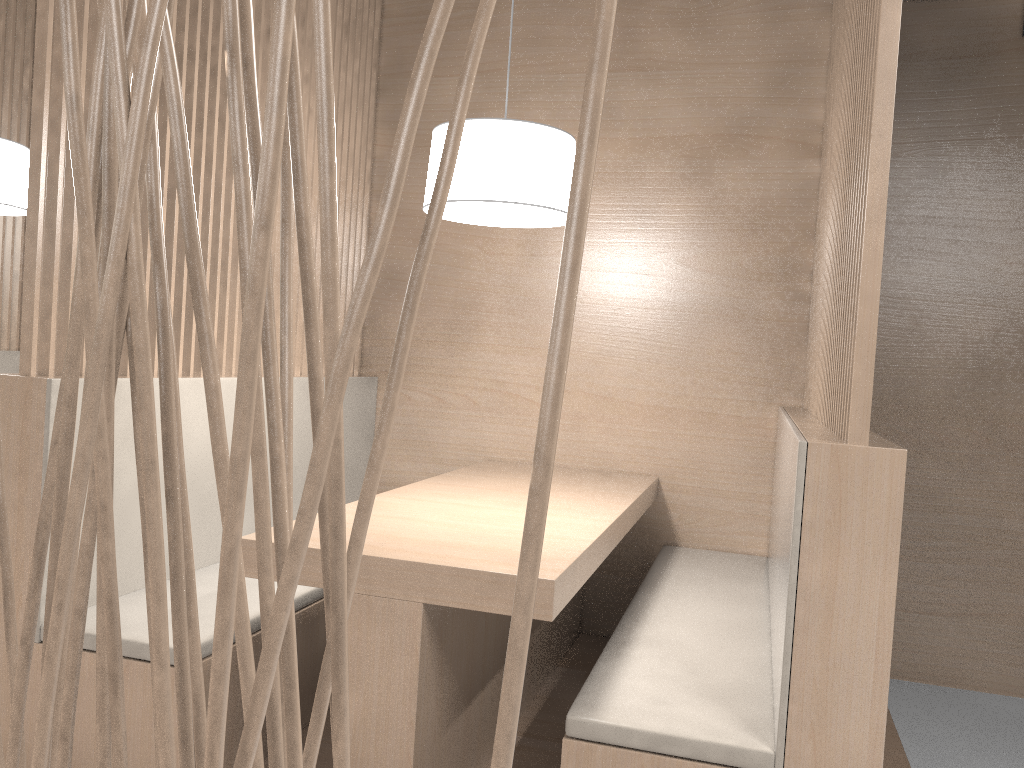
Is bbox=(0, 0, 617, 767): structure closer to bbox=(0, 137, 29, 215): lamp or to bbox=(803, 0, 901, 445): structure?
bbox=(803, 0, 901, 445): structure

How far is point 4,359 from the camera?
2.47m

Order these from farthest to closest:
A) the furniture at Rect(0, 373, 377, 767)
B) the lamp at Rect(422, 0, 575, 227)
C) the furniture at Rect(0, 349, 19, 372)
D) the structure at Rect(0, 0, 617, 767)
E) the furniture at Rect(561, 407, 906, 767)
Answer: the furniture at Rect(0, 349, 19, 372), the lamp at Rect(422, 0, 575, 227), the furniture at Rect(0, 373, 377, 767), the furniture at Rect(561, 407, 906, 767), the structure at Rect(0, 0, 617, 767)

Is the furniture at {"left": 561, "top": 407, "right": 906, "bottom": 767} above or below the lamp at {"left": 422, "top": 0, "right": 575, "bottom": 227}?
below

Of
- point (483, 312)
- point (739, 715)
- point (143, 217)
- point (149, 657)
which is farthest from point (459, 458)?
point (739, 715)

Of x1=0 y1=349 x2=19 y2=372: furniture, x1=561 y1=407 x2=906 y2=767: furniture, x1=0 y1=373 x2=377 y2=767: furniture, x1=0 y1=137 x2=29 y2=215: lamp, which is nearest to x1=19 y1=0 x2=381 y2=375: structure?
x1=0 y1=373 x2=377 y2=767: furniture

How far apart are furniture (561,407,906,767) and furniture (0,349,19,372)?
1.9 meters

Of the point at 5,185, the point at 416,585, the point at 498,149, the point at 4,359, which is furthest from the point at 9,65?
the point at 416,585

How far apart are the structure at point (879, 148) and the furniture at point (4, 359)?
2.13m

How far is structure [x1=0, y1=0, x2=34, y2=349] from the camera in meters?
2.5
